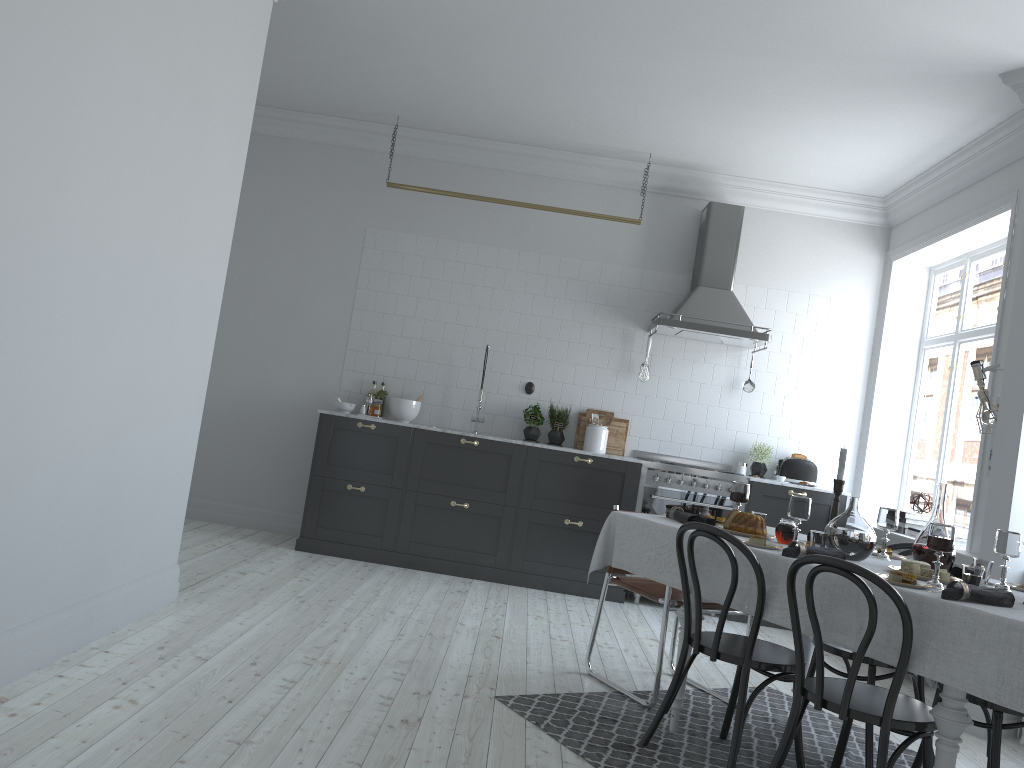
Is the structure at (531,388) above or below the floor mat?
above

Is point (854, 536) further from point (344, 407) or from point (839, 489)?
point (344, 407)

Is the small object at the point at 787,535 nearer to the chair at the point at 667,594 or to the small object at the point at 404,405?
the chair at the point at 667,594

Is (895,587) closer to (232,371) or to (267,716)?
(267,716)

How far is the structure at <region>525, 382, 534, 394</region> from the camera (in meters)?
7.05

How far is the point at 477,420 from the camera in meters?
6.9

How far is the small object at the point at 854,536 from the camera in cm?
334

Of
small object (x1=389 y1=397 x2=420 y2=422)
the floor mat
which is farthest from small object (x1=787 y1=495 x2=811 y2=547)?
small object (x1=389 y1=397 x2=420 y2=422)

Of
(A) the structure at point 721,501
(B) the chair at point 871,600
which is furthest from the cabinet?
(B) the chair at point 871,600

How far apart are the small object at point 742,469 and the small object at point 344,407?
3.0 meters
